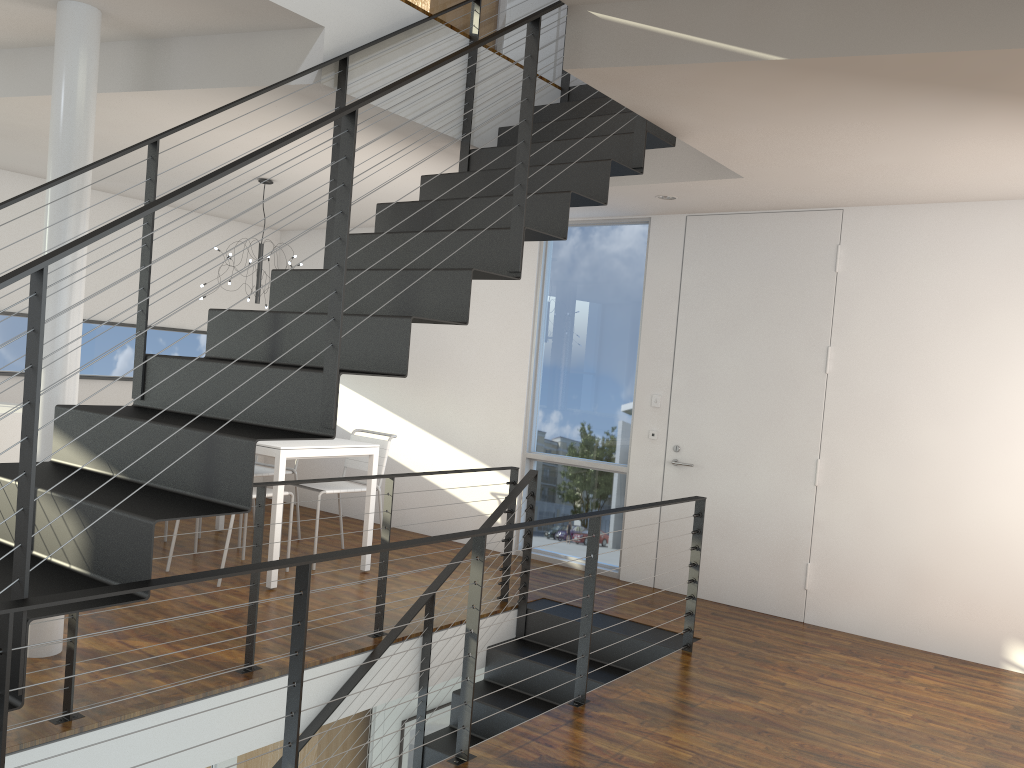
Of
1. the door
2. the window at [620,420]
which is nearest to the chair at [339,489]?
the window at [620,420]

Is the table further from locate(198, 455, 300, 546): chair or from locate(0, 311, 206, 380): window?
locate(0, 311, 206, 380): window

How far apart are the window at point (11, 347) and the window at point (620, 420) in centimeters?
278cm

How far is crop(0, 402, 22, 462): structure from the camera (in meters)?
3.86

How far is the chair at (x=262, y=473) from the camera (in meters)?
5.48

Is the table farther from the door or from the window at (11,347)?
the door

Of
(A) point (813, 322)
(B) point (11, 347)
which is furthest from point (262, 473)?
(A) point (813, 322)

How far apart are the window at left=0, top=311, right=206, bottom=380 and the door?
3.79m

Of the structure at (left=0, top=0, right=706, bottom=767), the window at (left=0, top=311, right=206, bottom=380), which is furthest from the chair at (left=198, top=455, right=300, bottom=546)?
the structure at (left=0, top=0, right=706, bottom=767)

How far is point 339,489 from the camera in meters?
5.1
